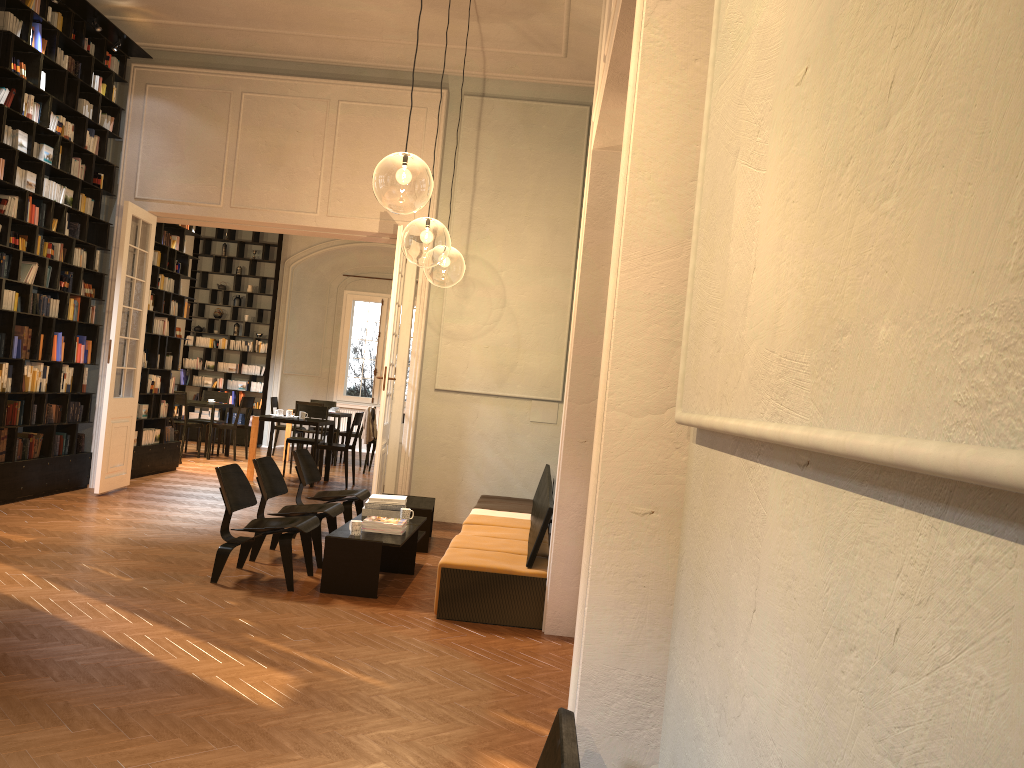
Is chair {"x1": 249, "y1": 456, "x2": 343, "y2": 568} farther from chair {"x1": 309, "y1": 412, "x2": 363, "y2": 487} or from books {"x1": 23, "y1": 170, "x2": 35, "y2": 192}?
chair {"x1": 309, "y1": 412, "x2": 363, "y2": 487}

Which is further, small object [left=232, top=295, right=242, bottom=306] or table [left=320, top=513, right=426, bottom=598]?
small object [left=232, top=295, right=242, bottom=306]

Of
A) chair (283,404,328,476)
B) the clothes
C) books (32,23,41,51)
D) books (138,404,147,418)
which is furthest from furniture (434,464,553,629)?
books (32,23,41,51)

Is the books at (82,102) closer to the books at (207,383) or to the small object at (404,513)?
the small object at (404,513)

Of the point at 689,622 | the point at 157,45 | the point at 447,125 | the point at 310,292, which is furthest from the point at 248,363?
the point at 689,622

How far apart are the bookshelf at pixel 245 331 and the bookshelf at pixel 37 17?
7.3m

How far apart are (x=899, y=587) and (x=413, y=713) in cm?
365

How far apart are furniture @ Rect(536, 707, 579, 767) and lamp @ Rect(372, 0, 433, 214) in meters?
5.2 m

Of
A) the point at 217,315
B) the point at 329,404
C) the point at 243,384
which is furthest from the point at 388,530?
the point at 217,315

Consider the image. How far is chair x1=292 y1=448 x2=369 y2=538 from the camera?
8.3 meters
